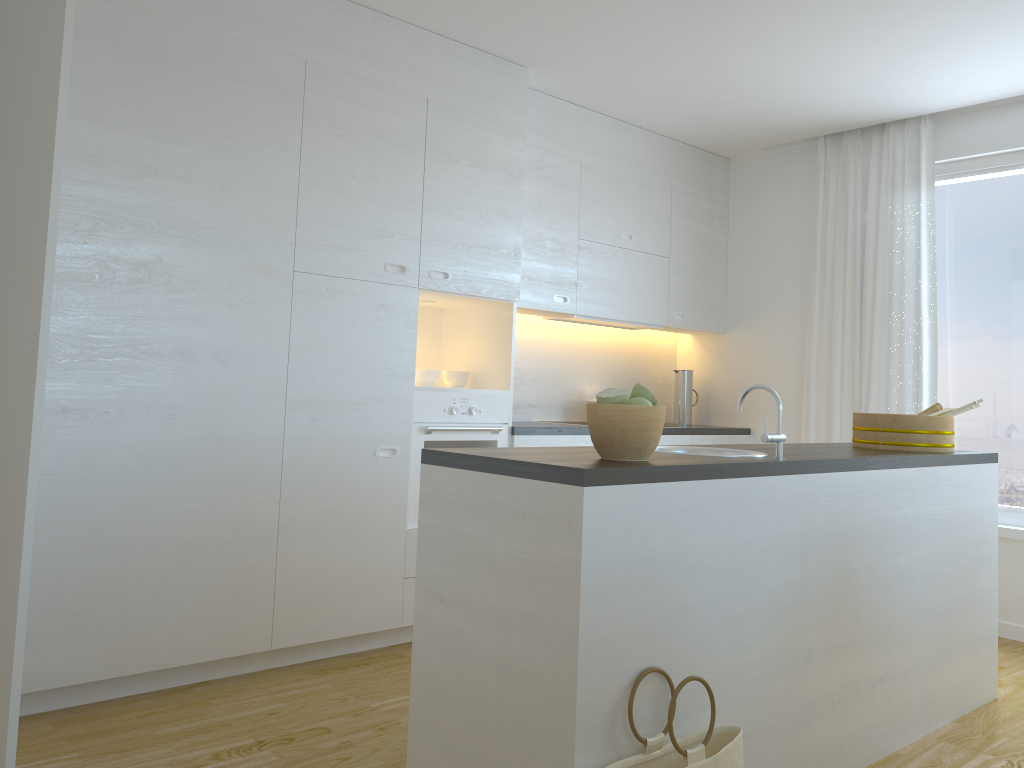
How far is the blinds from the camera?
4.8m

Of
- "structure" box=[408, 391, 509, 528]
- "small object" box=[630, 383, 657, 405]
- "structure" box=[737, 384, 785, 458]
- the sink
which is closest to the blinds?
"structure" box=[408, 391, 509, 528]

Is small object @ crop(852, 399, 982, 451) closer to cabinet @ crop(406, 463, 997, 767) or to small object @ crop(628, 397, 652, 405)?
cabinet @ crop(406, 463, 997, 767)

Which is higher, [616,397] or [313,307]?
[313,307]

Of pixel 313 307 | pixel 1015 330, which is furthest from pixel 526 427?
pixel 1015 330

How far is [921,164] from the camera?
4.8 meters

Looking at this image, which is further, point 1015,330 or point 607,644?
point 1015,330

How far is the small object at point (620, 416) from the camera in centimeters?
219cm

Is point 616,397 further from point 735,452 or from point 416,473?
point 416,473

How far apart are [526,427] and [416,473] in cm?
66
